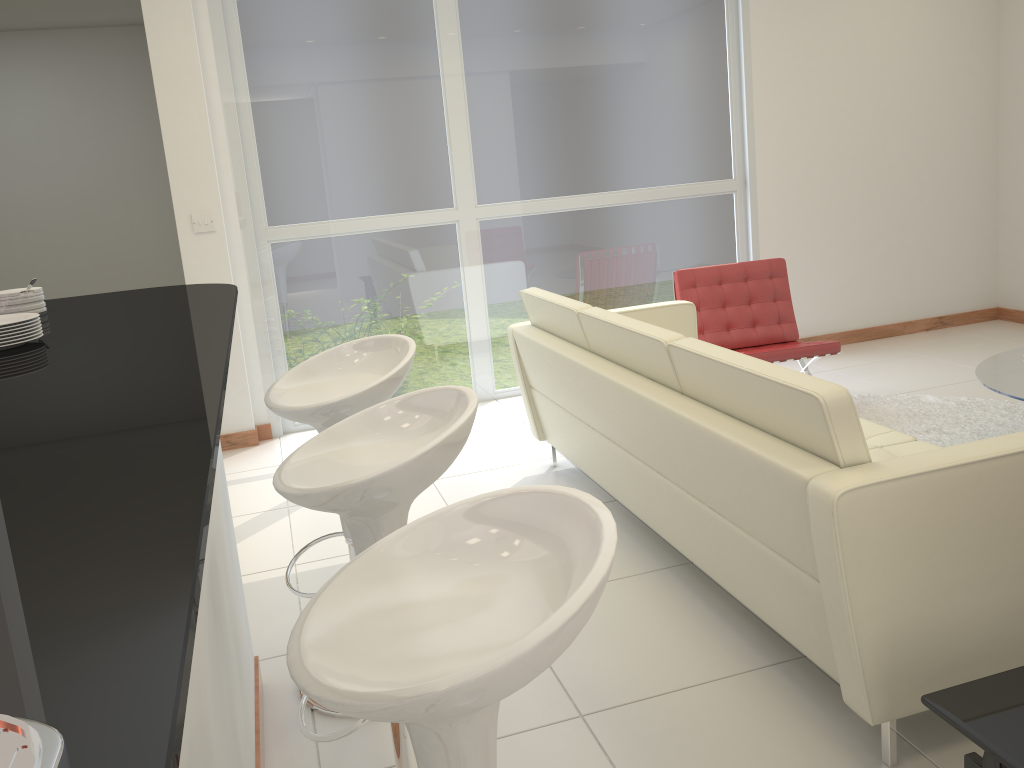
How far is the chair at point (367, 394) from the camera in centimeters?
238cm

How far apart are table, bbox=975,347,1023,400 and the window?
2.2 meters

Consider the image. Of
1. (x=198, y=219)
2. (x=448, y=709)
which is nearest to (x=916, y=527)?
(x=448, y=709)

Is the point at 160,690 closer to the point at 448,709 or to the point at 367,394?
the point at 448,709

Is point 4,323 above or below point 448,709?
above

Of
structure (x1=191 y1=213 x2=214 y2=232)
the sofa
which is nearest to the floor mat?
the sofa

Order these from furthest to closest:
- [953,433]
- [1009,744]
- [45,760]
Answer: [953,433] < [1009,744] < [45,760]

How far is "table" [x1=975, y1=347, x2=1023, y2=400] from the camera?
3.66m

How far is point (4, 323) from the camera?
1.9m

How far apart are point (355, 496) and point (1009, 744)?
1.25m
